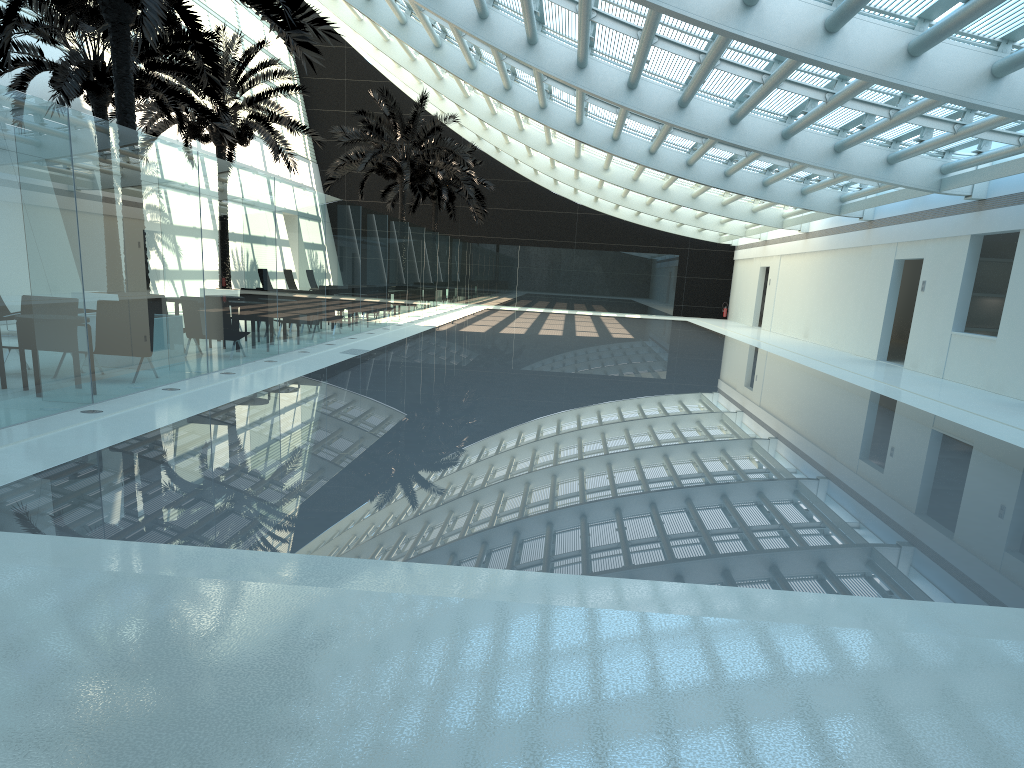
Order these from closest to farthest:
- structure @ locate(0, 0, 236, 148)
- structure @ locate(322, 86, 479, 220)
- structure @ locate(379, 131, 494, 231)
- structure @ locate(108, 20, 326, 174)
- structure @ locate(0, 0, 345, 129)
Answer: structure @ locate(0, 0, 345, 129) < structure @ locate(0, 0, 236, 148) < structure @ locate(108, 20, 326, 174) < structure @ locate(322, 86, 479, 220) < structure @ locate(379, 131, 494, 231)

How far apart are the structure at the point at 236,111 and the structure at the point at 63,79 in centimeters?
159cm

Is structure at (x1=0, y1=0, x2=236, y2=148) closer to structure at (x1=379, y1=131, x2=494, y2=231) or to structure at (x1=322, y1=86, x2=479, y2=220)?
structure at (x1=322, y1=86, x2=479, y2=220)

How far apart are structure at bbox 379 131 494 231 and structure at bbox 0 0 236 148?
17.7m

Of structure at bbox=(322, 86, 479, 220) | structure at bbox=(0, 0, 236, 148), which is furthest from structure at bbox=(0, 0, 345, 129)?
structure at bbox=(322, 86, 479, 220)

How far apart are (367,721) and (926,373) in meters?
17.6 m

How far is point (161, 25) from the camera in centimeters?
1010cm

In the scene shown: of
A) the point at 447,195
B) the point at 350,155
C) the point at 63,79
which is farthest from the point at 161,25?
the point at 447,195

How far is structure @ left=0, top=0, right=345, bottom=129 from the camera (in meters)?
10.10

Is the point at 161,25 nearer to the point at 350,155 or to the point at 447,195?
the point at 350,155
